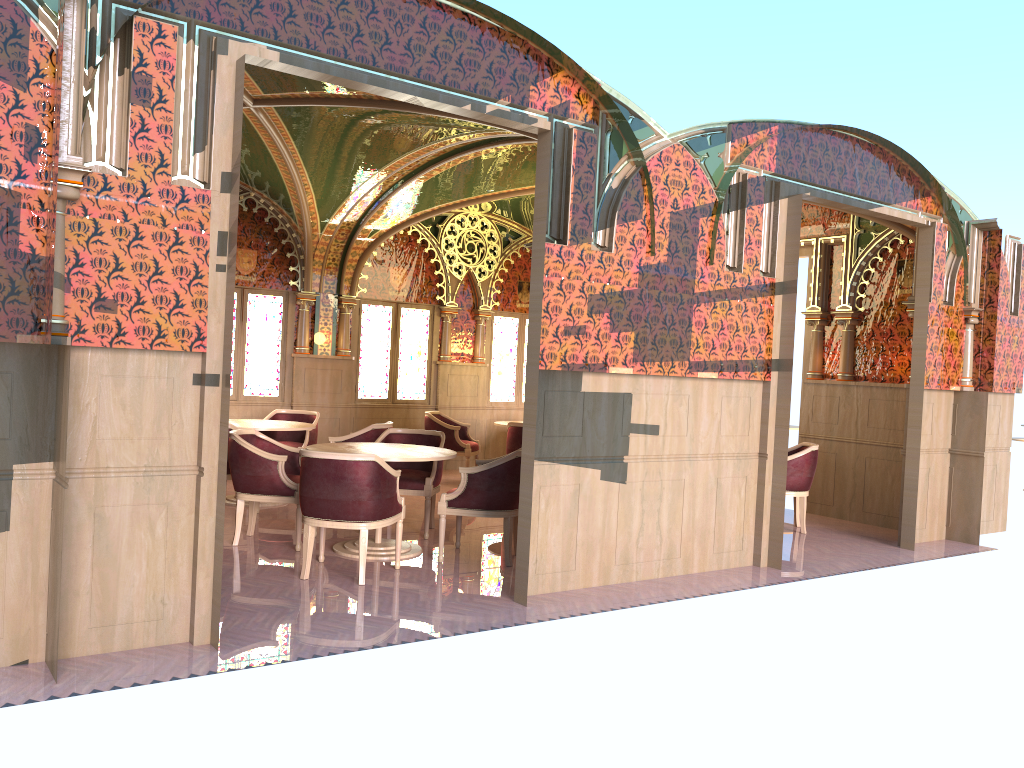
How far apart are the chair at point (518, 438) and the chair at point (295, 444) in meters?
2.1

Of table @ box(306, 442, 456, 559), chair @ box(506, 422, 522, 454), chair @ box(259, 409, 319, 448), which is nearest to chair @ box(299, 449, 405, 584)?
table @ box(306, 442, 456, 559)

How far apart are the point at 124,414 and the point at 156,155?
1.2 meters

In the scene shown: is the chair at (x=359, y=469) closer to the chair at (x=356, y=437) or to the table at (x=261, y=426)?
the chair at (x=356, y=437)

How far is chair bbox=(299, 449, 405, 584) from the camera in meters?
5.7 m

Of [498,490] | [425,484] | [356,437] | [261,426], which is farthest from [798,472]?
[261,426]

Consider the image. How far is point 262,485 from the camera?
6.6m

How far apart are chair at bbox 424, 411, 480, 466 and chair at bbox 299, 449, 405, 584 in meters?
4.4

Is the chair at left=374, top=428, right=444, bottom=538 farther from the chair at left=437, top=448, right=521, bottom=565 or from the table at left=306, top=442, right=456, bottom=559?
the chair at left=437, top=448, right=521, bottom=565

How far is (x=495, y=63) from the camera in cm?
539
